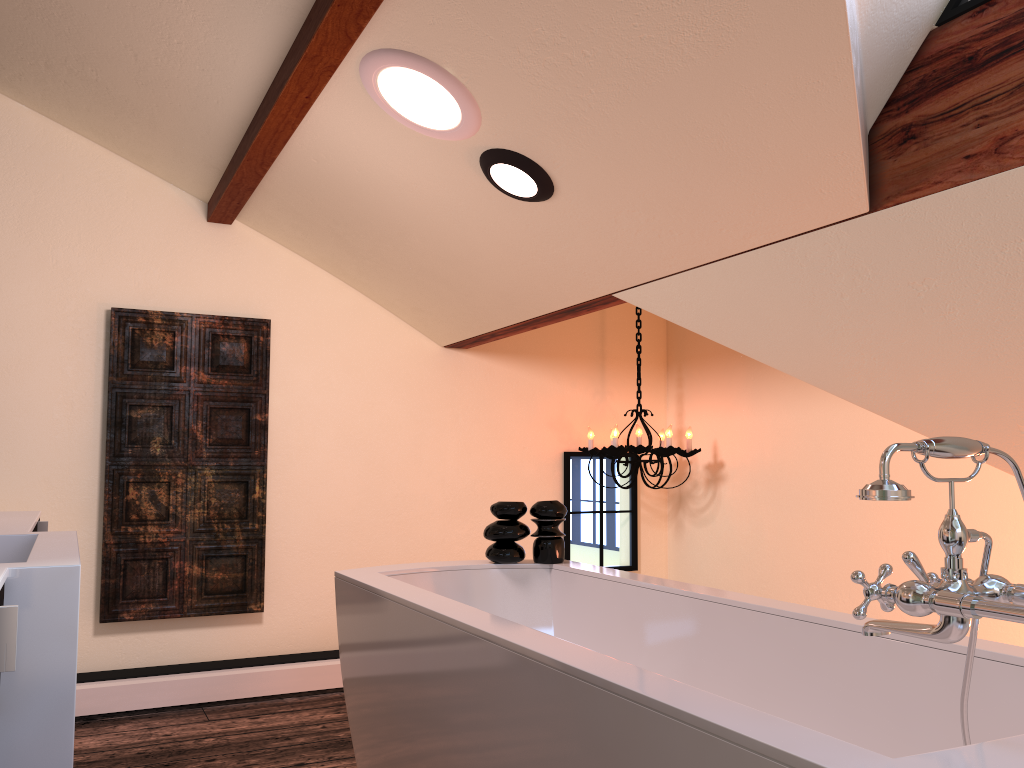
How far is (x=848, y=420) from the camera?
3.8 meters

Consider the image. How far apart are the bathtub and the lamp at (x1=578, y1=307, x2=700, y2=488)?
1.29m

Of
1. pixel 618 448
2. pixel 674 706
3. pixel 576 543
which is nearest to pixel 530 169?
pixel 674 706

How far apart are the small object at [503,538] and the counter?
1.30m

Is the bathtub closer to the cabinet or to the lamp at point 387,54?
the cabinet

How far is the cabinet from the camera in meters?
0.8 m

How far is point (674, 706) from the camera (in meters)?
1.17

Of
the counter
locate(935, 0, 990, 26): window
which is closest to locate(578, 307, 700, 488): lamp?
locate(935, 0, 990, 26): window

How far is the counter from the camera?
1.0 meters

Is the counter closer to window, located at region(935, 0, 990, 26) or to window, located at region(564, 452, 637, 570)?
window, located at region(935, 0, 990, 26)
